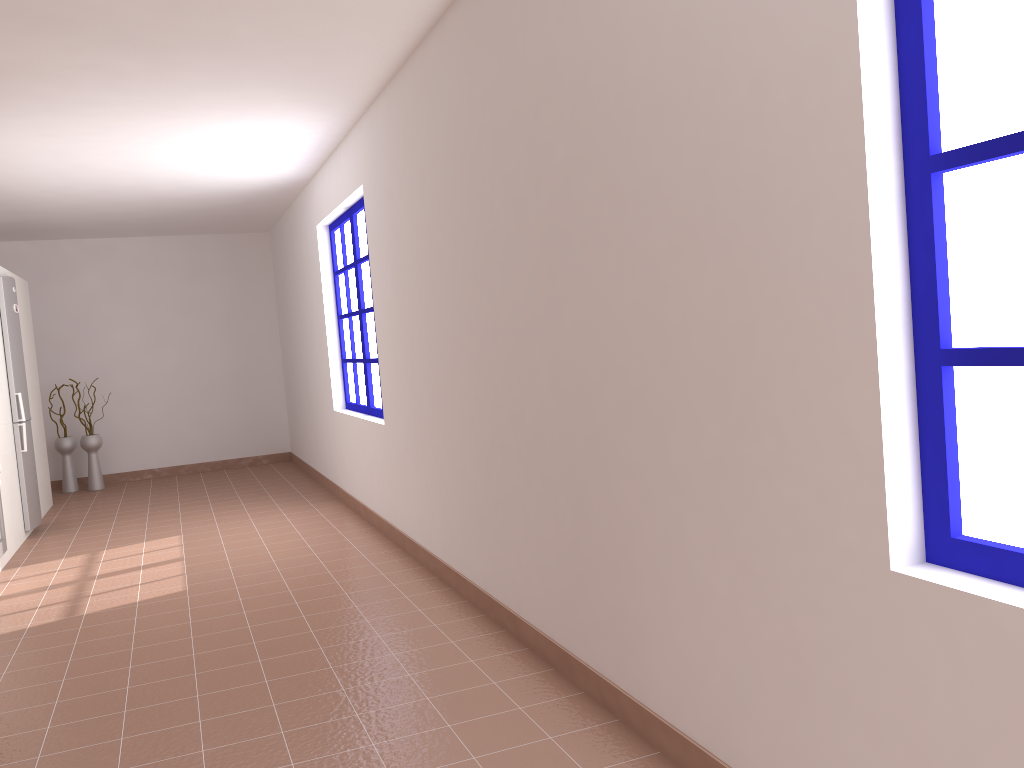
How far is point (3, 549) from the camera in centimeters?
546cm

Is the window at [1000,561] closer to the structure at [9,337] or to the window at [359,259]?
the window at [359,259]

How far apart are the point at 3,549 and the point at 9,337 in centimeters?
169cm

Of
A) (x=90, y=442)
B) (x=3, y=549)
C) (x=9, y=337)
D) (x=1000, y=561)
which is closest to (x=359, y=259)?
(x=9, y=337)

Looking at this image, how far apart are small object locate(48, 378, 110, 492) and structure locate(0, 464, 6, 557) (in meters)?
3.28

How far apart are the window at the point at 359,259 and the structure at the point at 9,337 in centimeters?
230cm

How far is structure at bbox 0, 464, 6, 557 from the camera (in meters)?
5.46

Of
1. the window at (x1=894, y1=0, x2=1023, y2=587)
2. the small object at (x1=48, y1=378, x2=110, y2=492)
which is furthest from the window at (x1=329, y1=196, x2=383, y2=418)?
the window at (x1=894, y1=0, x2=1023, y2=587)

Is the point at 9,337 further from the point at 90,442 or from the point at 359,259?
the point at 359,259

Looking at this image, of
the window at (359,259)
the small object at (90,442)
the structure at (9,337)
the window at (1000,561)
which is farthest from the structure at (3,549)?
the window at (1000,561)
